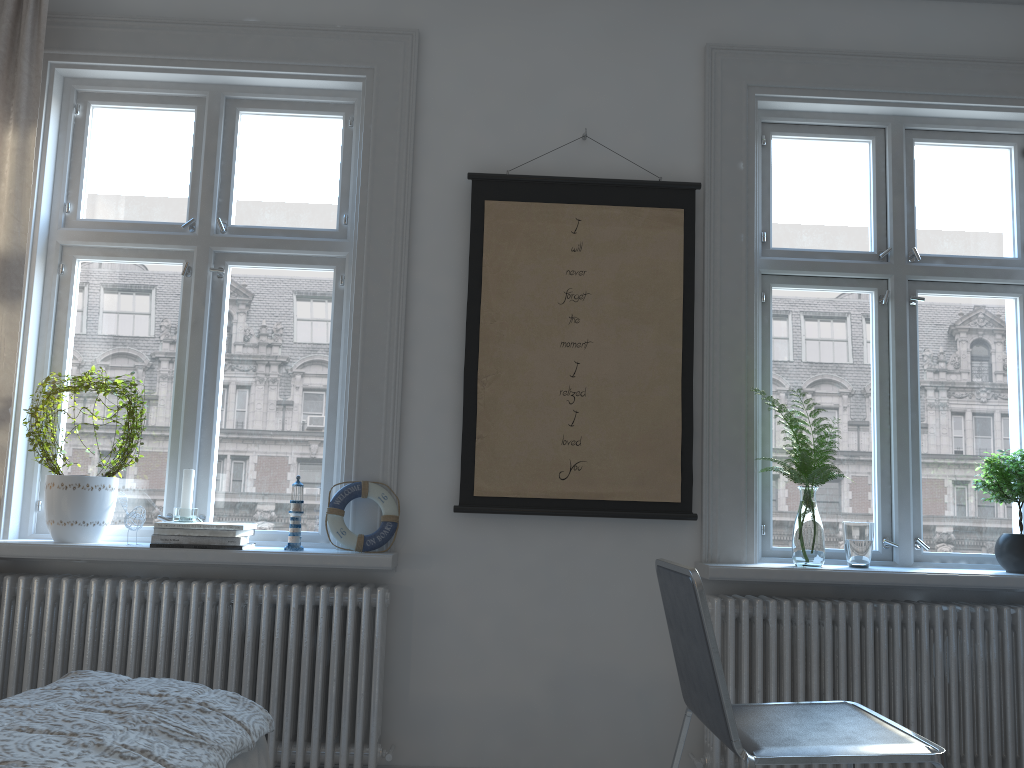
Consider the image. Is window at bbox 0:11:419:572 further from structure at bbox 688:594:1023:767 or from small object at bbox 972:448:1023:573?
small object at bbox 972:448:1023:573

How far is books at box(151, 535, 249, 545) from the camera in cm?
268

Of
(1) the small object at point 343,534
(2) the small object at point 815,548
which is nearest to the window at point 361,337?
(1) the small object at point 343,534

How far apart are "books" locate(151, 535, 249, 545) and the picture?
0.7 meters

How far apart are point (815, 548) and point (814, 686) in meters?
0.4

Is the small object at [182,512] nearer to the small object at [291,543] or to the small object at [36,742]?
the small object at [291,543]

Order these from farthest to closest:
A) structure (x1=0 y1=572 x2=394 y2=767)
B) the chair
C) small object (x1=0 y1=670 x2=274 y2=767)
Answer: structure (x1=0 y1=572 x2=394 y2=767), the chair, small object (x1=0 y1=670 x2=274 y2=767)

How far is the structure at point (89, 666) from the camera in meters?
2.7 m

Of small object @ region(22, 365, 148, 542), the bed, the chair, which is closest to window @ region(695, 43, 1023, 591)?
the chair

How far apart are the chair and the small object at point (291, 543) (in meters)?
1.19
